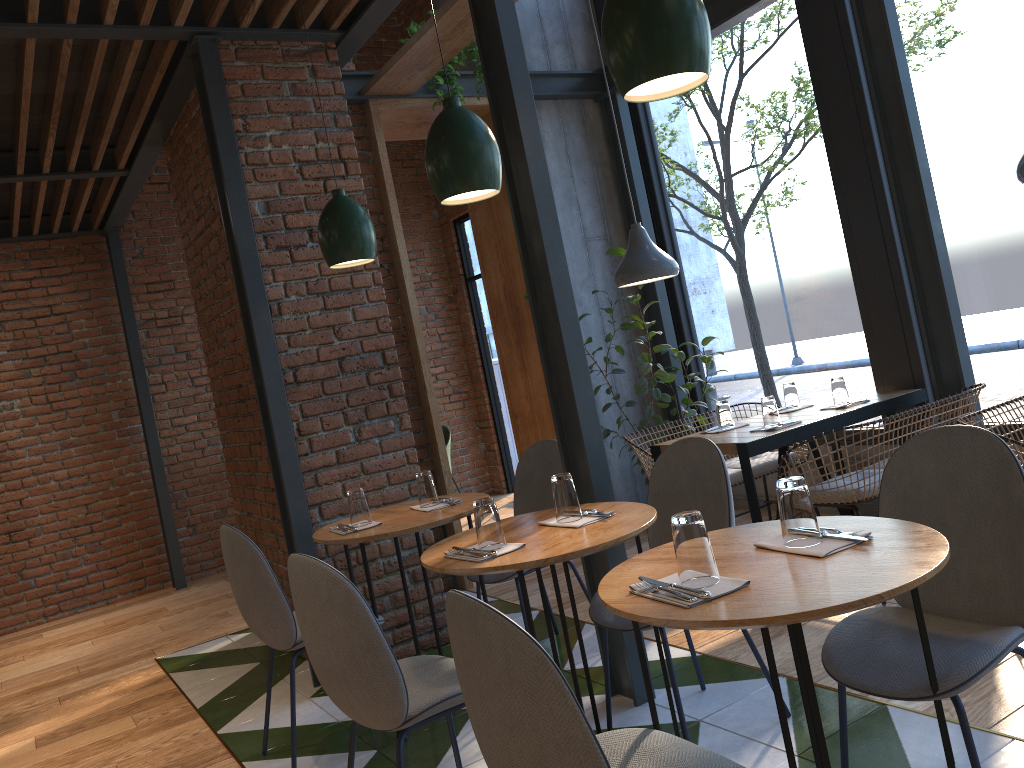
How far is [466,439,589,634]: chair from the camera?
3.85m

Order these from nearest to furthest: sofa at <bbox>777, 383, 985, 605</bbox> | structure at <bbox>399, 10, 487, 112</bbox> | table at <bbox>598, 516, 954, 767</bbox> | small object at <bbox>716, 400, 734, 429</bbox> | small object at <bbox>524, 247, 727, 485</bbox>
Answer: table at <bbox>598, 516, 954, 767</bbox>, sofa at <bbox>777, 383, 985, 605</bbox>, small object at <bbox>716, 400, 734, 429</bbox>, structure at <bbox>399, 10, 487, 112</bbox>, small object at <bbox>524, 247, 727, 485</bbox>

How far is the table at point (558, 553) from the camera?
2.3m

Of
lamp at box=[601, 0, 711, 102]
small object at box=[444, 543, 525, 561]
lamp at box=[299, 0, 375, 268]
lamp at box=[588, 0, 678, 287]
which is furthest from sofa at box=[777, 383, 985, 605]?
lamp at box=[601, 0, 711, 102]

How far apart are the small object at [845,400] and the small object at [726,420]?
0.5m

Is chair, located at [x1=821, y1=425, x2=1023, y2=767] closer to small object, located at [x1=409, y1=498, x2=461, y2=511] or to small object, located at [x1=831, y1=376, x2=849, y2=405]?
small object, located at [x1=409, y1=498, x2=461, y2=511]

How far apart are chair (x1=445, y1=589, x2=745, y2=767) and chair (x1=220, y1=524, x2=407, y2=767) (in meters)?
1.56

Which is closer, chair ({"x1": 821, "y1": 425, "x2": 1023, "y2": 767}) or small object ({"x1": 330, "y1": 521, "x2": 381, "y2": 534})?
chair ({"x1": 821, "y1": 425, "x2": 1023, "y2": 767})

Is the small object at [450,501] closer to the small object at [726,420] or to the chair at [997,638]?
the small object at [726,420]

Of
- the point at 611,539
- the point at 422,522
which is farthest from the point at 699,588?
the point at 422,522
